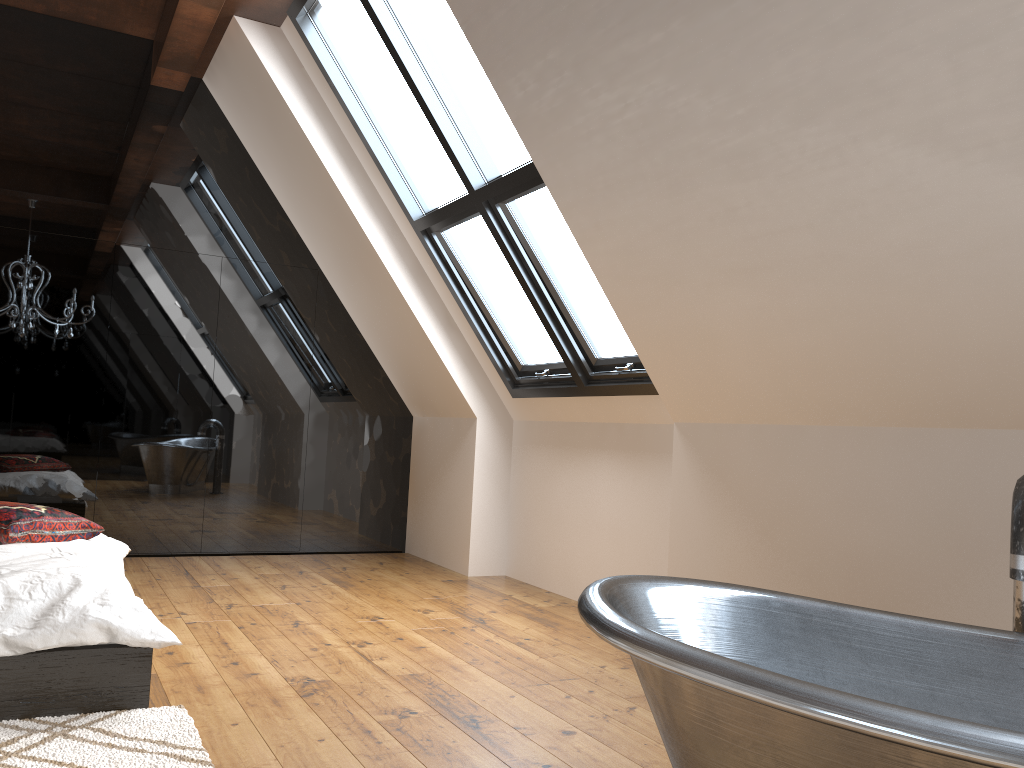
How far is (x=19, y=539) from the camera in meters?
3.3 m

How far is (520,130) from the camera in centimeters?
353cm

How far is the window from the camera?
4.2m

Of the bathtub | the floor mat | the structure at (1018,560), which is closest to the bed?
the floor mat

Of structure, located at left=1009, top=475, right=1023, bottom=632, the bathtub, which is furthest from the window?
structure, located at left=1009, top=475, right=1023, bottom=632

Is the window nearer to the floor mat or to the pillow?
the pillow

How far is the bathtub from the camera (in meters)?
1.27

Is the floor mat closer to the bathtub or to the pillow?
the pillow

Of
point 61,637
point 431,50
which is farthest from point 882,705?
point 431,50

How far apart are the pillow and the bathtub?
2.41m
